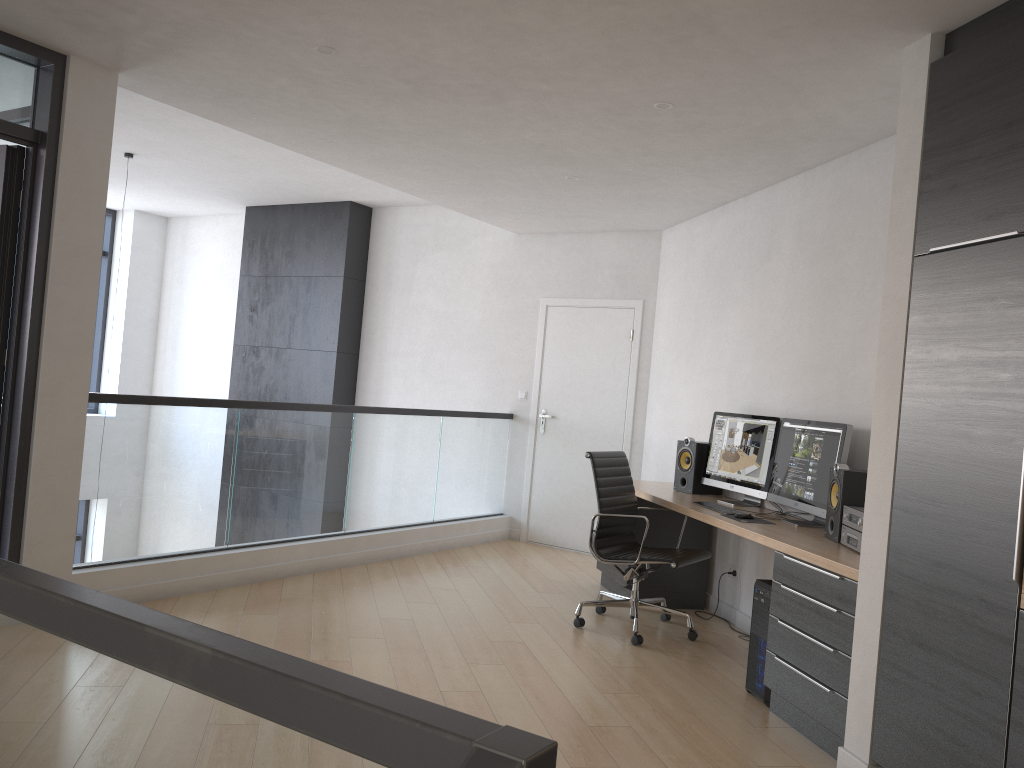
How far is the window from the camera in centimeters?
1038cm

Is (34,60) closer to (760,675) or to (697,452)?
(697,452)

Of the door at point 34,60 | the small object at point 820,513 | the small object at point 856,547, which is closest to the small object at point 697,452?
the small object at point 820,513

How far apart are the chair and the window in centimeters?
746cm

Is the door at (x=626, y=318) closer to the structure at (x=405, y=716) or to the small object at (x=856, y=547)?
the small object at (x=856, y=547)

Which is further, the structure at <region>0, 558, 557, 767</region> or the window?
the window

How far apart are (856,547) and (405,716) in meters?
3.3 m

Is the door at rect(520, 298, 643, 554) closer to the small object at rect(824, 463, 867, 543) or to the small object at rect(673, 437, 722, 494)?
the small object at rect(673, 437, 722, 494)

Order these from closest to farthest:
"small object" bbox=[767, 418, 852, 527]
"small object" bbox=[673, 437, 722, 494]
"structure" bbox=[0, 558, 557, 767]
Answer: "structure" bbox=[0, 558, 557, 767], "small object" bbox=[767, 418, 852, 527], "small object" bbox=[673, 437, 722, 494]

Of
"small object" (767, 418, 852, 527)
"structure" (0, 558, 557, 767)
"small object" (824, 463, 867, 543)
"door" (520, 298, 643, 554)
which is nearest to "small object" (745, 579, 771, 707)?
"small object" (824, 463, 867, 543)
